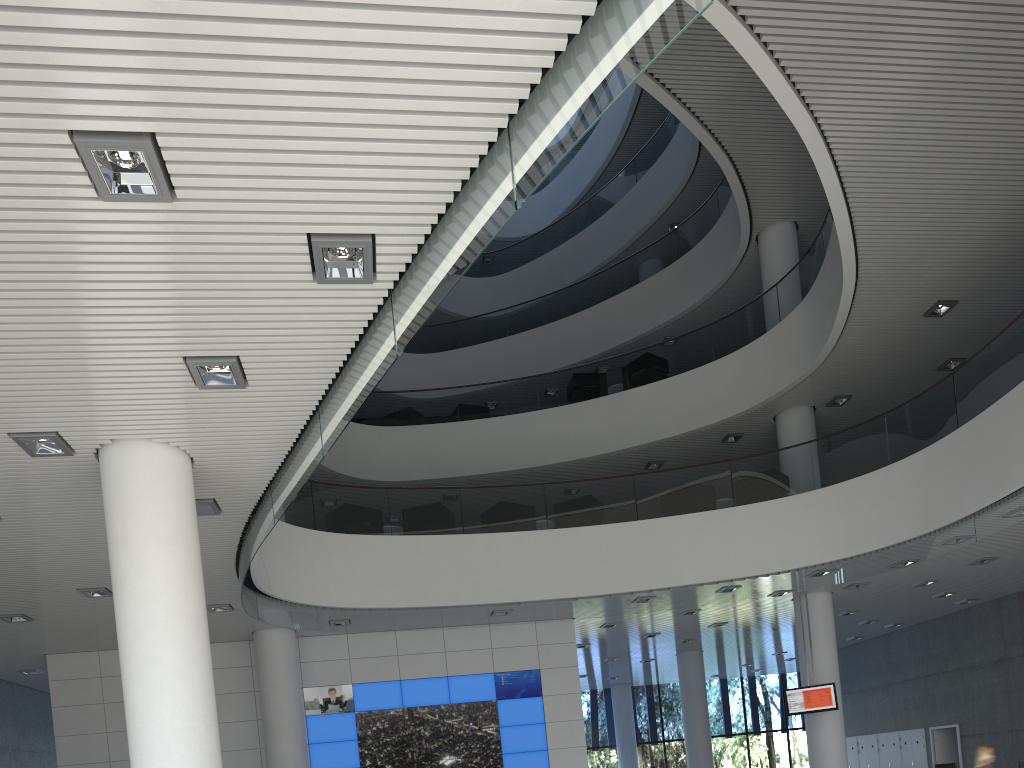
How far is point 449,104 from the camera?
2.7m

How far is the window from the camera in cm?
1664

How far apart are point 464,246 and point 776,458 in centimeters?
650cm

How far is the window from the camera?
16.6m

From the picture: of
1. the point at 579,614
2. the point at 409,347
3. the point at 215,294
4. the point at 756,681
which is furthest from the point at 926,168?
the point at 756,681

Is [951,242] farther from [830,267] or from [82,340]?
[82,340]
